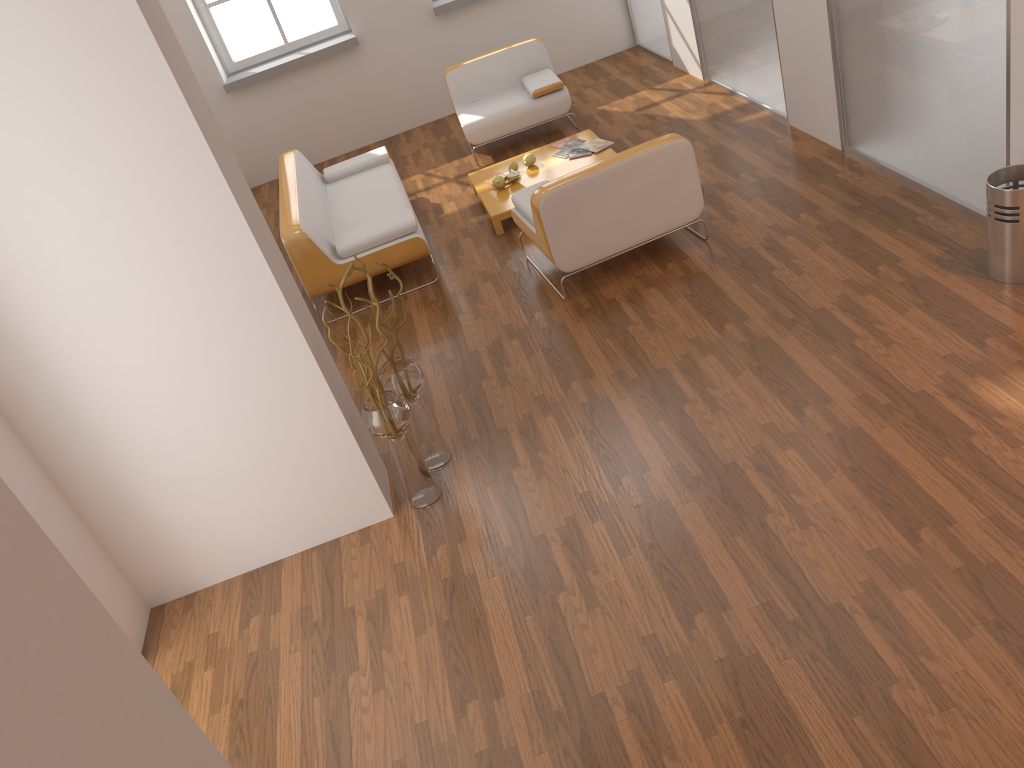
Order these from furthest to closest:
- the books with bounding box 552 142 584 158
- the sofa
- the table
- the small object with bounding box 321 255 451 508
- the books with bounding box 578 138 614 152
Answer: the books with bounding box 552 142 584 158 < the books with bounding box 578 138 614 152 < the table < the sofa < the small object with bounding box 321 255 451 508

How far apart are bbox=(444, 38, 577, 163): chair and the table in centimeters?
59cm

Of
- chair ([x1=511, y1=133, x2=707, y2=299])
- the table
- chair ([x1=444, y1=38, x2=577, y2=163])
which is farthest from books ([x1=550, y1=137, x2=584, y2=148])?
chair ([x1=511, y1=133, x2=707, y2=299])

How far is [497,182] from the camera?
6.23m

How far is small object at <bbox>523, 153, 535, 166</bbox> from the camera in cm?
646

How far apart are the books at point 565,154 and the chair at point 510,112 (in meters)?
0.82

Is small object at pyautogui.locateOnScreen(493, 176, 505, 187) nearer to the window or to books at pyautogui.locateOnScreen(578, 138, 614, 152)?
books at pyautogui.locateOnScreen(578, 138, 614, 152)

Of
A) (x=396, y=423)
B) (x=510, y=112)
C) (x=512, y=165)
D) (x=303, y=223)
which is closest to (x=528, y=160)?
(x=512, y=165)

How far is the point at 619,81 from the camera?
8.14m

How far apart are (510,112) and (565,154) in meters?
1.0 m
